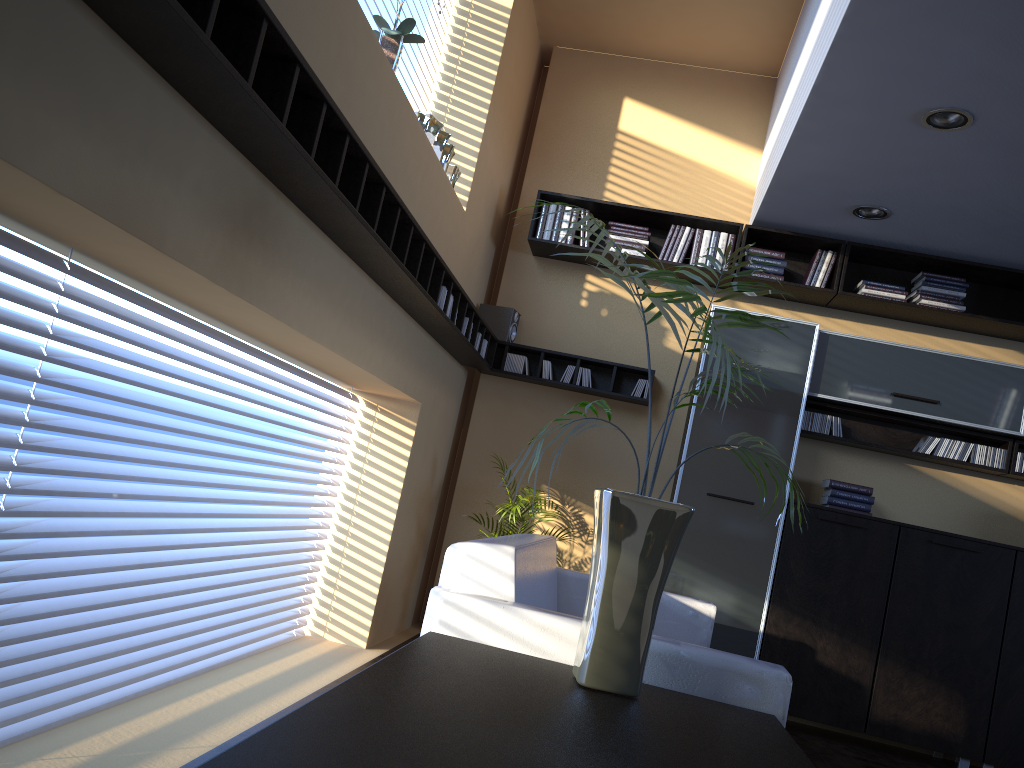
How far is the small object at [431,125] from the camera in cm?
431

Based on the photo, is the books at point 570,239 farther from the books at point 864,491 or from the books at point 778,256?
the books at point 864,491

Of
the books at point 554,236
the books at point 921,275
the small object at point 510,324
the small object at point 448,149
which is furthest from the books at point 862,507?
the small object at point 448,149

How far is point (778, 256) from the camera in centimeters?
562cm

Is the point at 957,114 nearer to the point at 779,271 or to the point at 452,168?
the point at 779,271

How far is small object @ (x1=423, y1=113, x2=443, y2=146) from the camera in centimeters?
431cm

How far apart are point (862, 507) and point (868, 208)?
1.8 meters

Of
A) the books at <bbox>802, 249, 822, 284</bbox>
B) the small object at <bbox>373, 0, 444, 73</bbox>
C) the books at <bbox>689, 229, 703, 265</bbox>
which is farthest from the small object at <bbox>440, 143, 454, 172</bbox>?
the books at <bbox>802, 249, 822, 284</bbox>

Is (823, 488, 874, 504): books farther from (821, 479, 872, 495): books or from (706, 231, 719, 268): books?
(706, 231, 719, 268): books

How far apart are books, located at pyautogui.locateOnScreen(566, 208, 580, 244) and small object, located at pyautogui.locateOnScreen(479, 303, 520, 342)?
0.6 meters
